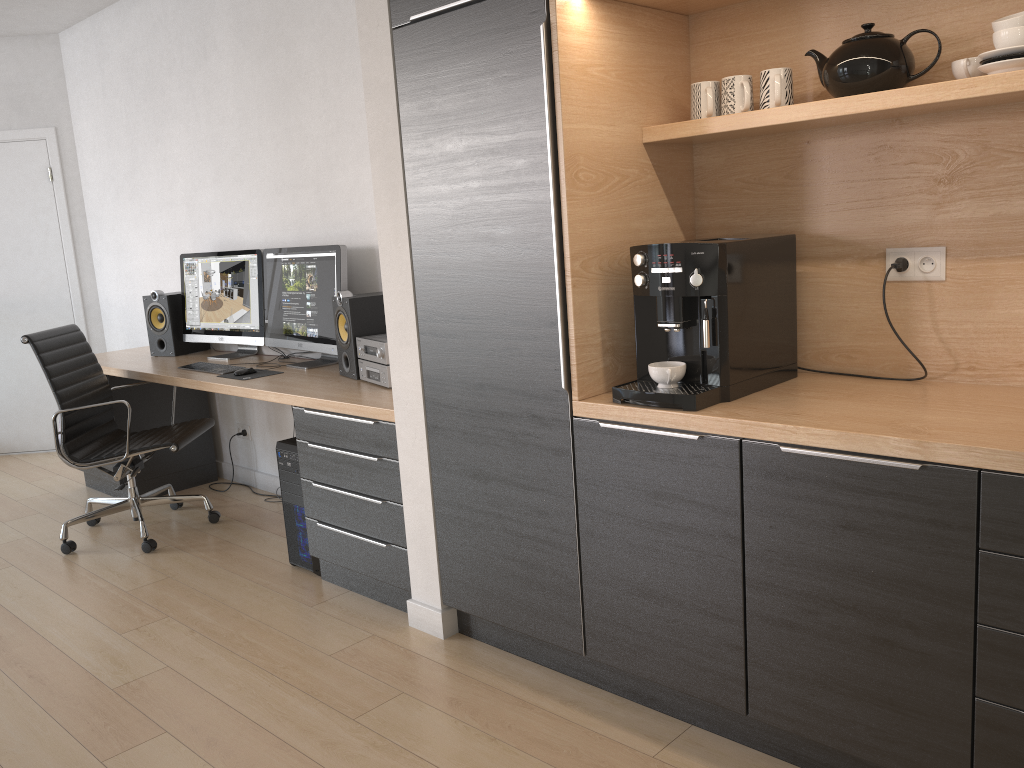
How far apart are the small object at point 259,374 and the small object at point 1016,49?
3.0 meters

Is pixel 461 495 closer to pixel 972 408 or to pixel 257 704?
pixel 257 704

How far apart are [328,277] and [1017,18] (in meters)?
2.68

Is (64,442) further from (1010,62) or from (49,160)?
(1010,62)

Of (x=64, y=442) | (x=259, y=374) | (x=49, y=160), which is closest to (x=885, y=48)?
(x=259, y=374)

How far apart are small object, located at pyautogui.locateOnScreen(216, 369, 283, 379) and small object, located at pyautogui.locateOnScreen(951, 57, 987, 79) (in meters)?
2.88

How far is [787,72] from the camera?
2.2 meters

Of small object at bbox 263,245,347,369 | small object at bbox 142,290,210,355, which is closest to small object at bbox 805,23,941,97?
small object at bbox 263,245,347,369

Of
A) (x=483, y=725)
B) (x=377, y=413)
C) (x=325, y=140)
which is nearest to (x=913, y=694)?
(x=483, y=725)

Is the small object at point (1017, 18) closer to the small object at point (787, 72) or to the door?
the small object at point (787, 72)
